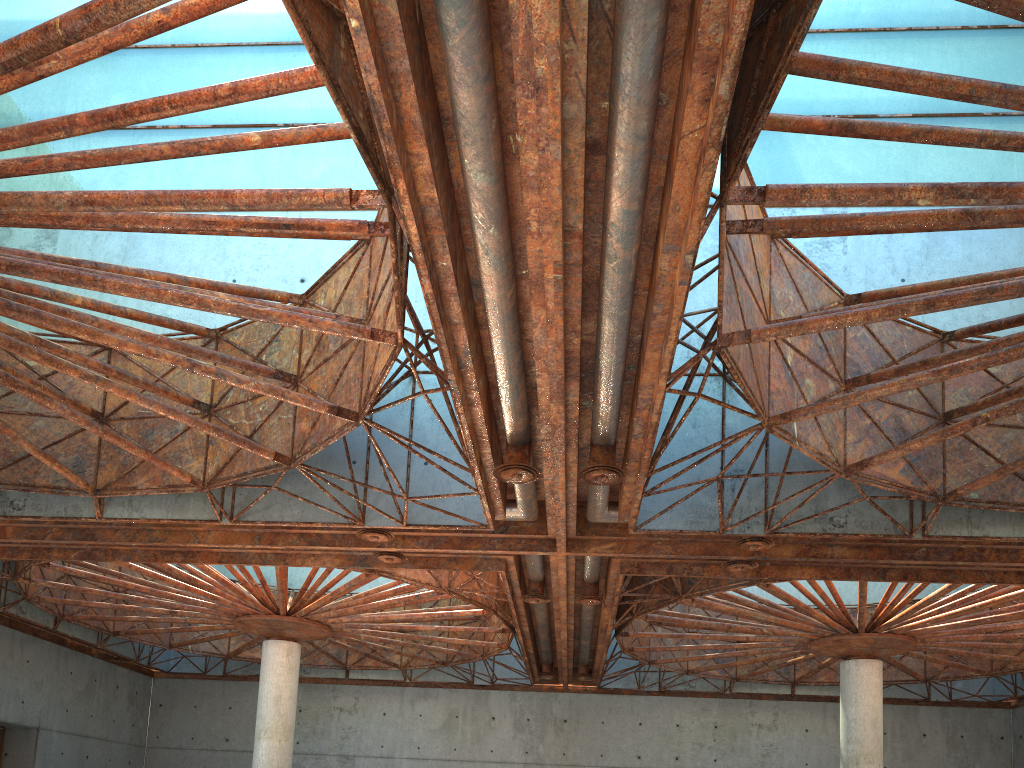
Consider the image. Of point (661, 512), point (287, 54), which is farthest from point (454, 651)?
point (287, 54)
